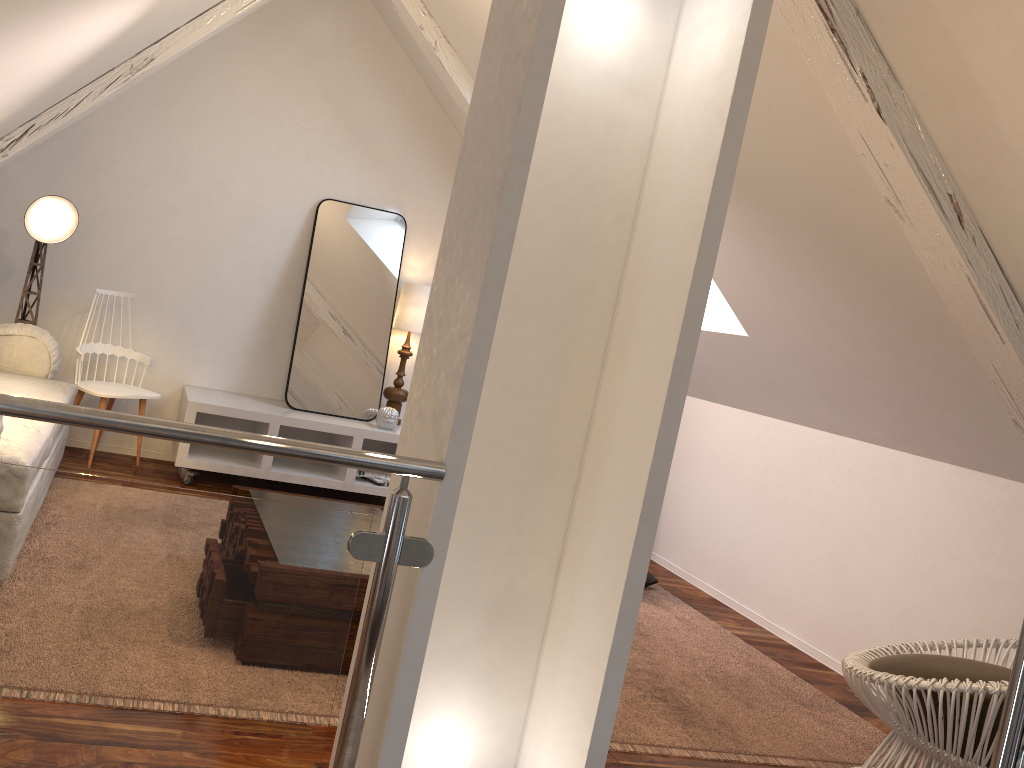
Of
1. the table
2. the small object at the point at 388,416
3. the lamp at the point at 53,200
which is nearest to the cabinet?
the small object at the point at 388,416

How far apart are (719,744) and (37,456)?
1.96m

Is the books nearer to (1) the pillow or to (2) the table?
(2) the table

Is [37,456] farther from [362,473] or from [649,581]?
[649,581]

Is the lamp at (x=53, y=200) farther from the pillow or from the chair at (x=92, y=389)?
the pillow

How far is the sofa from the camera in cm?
222

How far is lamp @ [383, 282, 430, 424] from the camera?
4.16m

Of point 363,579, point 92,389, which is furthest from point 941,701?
point 92,389

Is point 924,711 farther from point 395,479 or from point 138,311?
point 138,311

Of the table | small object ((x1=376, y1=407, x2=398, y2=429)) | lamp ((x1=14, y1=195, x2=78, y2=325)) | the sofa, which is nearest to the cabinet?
small object ((x1=376, y1=407, x2=398, y2=429))
